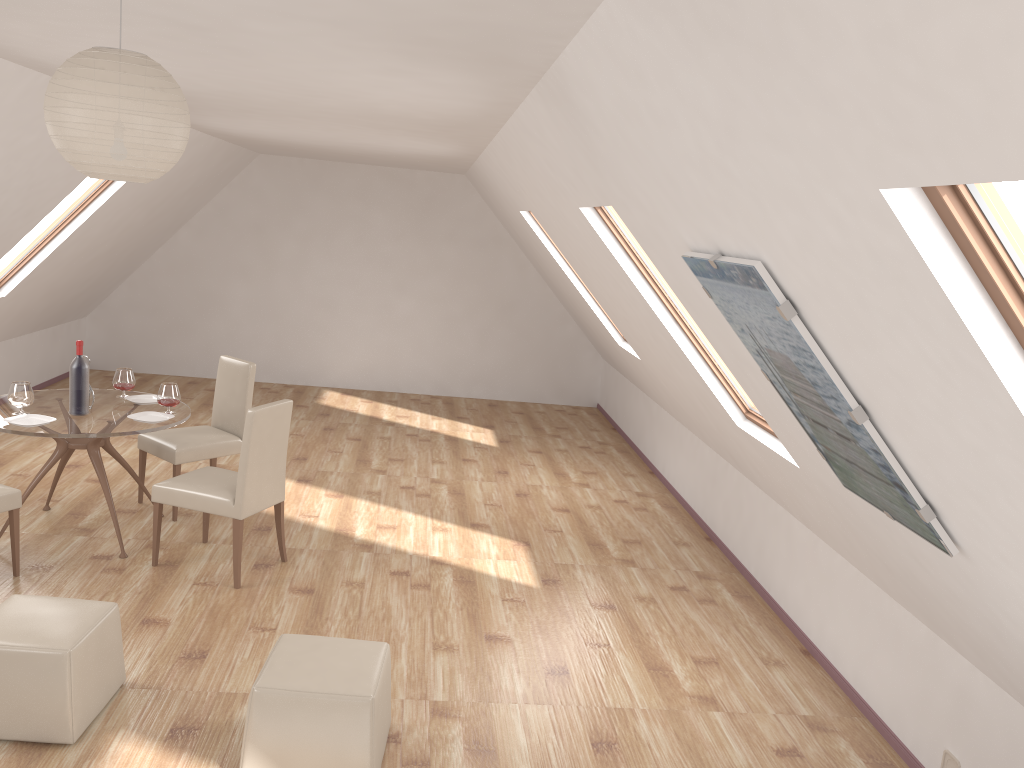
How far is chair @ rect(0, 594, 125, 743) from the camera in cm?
329

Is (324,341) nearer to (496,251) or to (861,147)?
(496,251)

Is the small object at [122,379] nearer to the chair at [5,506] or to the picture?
the chair at [5,506]

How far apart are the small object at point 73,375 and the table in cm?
3

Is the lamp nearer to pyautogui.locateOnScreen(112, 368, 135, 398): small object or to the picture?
the picture

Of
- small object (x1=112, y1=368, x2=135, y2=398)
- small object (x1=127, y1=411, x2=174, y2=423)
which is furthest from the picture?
small object (x1=112, y1=368, x2=135, y2=398)

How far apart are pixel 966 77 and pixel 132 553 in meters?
5.1 m

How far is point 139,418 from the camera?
5.2m

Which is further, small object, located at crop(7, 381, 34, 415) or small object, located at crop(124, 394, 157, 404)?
small object, located at crop(124, 394, 157, 404)

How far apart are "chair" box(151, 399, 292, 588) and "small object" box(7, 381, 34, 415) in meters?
0.9 m
